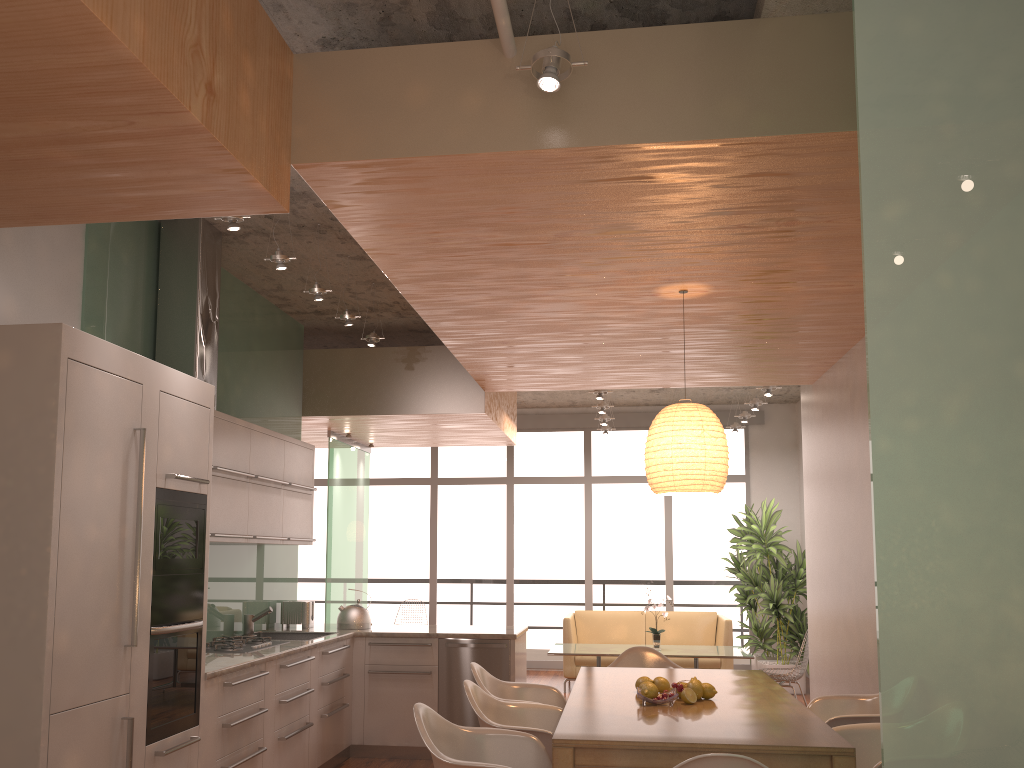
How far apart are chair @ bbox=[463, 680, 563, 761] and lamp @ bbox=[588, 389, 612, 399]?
4.3m

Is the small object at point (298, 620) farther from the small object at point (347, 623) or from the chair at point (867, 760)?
the chair at point (867, 760)

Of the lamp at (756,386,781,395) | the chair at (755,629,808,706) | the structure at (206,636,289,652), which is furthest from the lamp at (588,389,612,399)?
the structure at (206,636,289,652)

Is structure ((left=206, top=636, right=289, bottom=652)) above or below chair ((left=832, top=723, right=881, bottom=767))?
above

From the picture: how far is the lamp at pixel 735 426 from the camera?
10.45m

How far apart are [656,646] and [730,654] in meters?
0.7

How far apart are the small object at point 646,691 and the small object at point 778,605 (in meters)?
5.83

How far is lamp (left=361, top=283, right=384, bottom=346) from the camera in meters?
6.3 m

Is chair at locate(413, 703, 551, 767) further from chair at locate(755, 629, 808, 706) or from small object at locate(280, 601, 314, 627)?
chair at locate(755, 629, 808, 706)

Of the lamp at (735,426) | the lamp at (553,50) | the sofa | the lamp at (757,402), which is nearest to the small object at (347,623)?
the sofa
